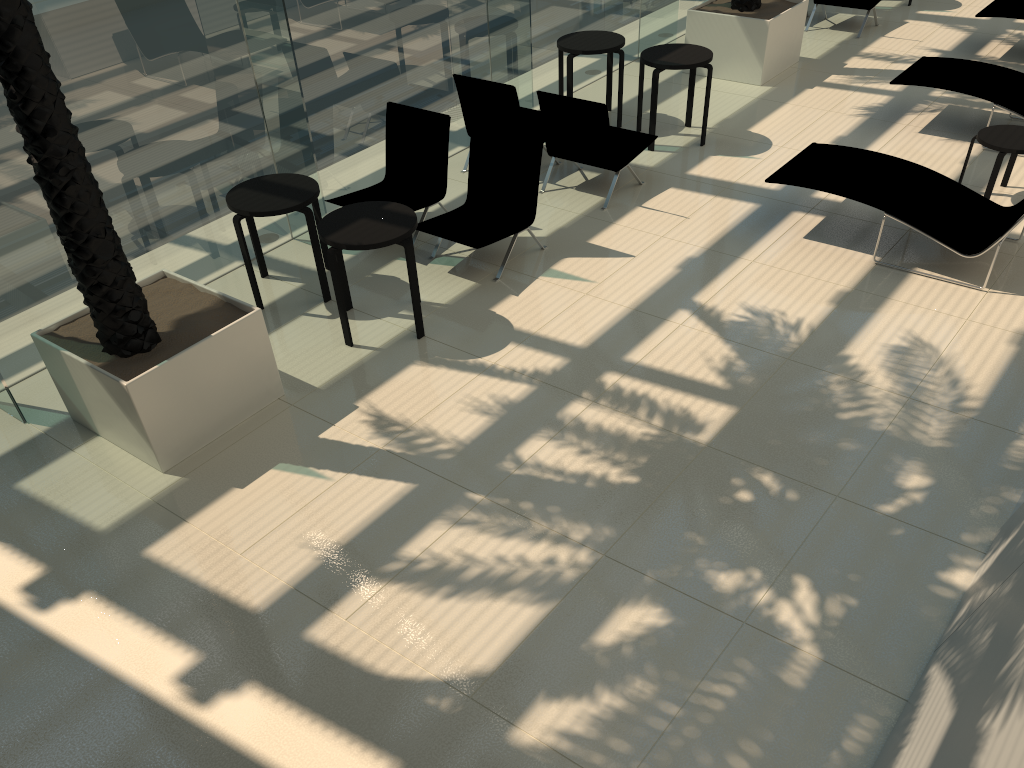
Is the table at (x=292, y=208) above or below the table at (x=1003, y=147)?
above

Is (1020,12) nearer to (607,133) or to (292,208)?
(607,133)

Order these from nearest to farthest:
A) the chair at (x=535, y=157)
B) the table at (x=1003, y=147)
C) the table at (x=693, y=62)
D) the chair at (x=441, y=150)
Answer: the chair at (x=535, y=157)
the table at (x=1003, y=147)
the chair at (x=441, y=150)
the table at (x=693, y=62)

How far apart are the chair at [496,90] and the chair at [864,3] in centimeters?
531cm

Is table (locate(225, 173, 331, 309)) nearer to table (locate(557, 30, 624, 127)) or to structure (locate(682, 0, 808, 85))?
table (locate(557, 30, 624, 127))

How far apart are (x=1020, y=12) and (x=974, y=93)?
2.8m

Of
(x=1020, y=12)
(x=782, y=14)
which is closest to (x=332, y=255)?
(x=782, y=14)

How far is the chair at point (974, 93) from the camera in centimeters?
849cm

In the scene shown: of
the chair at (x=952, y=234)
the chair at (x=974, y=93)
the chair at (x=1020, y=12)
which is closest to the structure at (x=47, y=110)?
the chair at (x=952, y=234)

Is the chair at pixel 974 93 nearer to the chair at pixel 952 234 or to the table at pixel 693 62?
the chair at pixel 952 234
